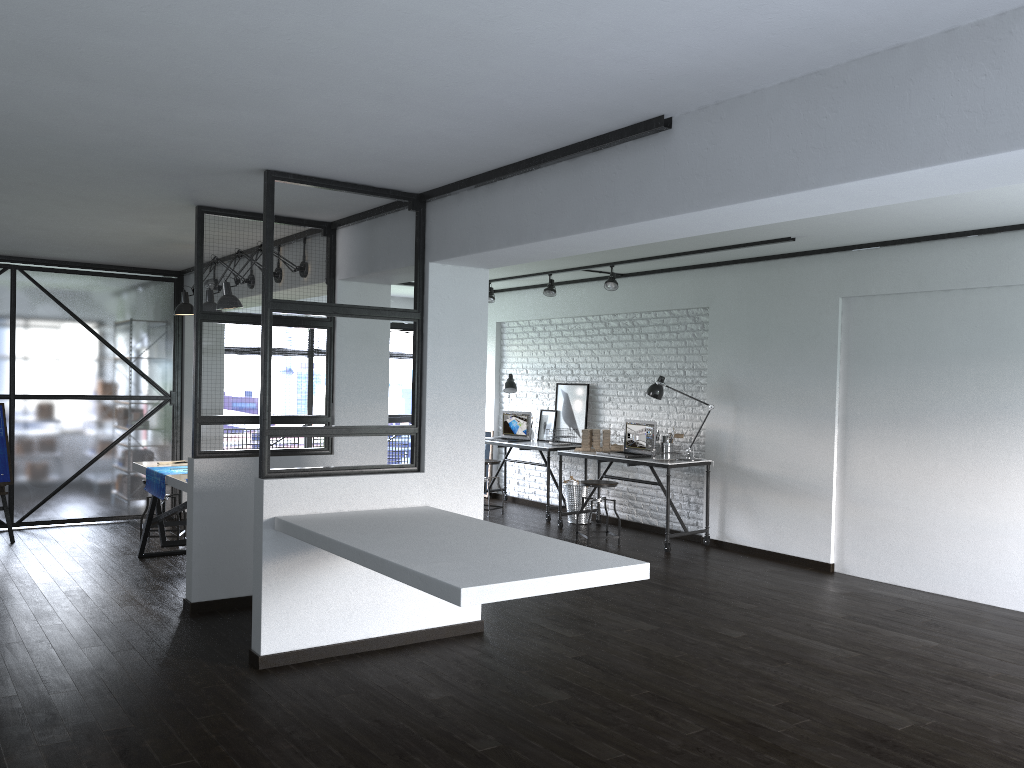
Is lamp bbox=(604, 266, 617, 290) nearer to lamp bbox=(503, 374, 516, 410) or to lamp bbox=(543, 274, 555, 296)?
lamp bbox=(543, 274, 555, 296)

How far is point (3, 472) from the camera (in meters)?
6.97

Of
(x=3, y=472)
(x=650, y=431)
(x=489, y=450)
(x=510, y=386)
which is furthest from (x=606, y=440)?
(x=3, y=472)

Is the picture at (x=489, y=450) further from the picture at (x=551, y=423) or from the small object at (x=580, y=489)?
the small object at (x=580, y=489)

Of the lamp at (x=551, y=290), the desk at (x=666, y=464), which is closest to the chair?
the desk at (x=666, y=464)

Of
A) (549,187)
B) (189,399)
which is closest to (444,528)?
(549,187)

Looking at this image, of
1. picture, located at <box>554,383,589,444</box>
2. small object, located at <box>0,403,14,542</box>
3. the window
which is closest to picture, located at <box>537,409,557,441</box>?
picture, located at <box>554,383,589,444</box>

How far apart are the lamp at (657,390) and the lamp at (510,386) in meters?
2.1

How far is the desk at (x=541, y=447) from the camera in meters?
8.6

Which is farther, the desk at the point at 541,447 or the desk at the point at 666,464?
the desk at the point at 541,447
